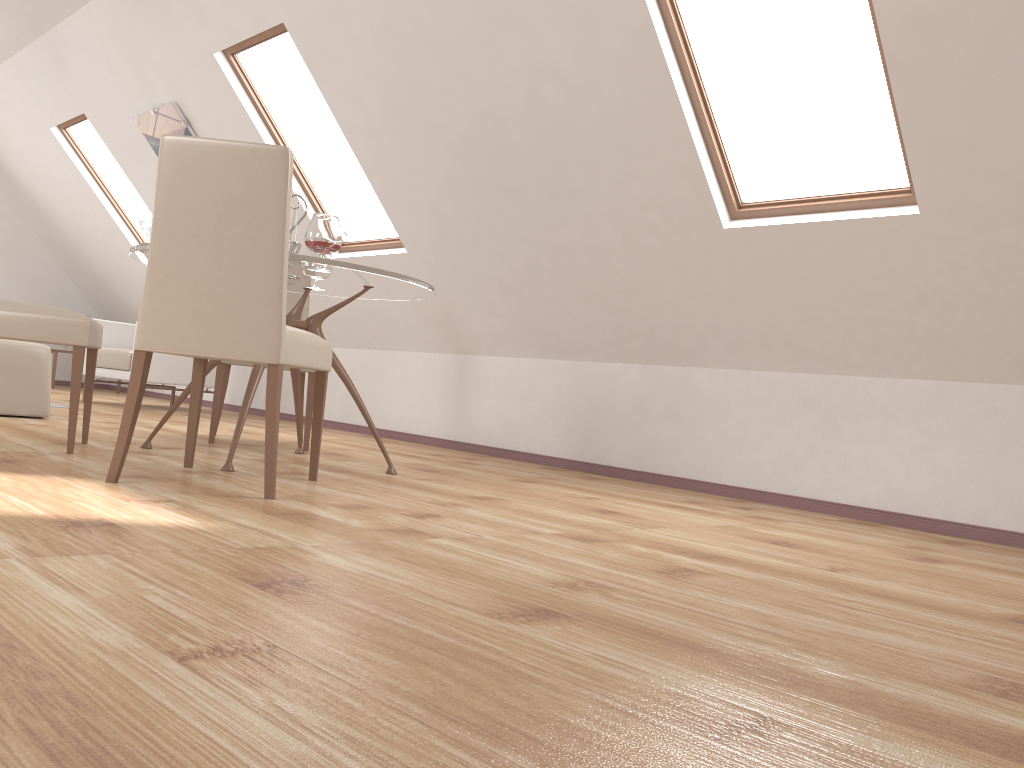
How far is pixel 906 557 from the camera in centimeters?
267cm

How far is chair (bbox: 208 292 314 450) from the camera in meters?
4.2

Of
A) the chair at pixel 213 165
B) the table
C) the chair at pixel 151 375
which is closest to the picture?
the chair at pixel 151 375

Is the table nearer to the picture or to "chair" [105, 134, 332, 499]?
"chair" [105, 134, 332, 499]

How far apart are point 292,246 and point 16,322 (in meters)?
1.03

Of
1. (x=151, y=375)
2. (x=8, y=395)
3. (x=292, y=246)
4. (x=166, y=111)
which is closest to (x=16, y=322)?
(x=292, y=246)

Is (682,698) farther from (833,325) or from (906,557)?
(833,325)

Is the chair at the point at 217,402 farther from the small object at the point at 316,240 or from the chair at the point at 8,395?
the small object at the point at 316,240

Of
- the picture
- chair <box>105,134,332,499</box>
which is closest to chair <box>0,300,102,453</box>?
chair <box>105,134,332,499</box>

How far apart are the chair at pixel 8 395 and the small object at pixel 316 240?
2.17m
